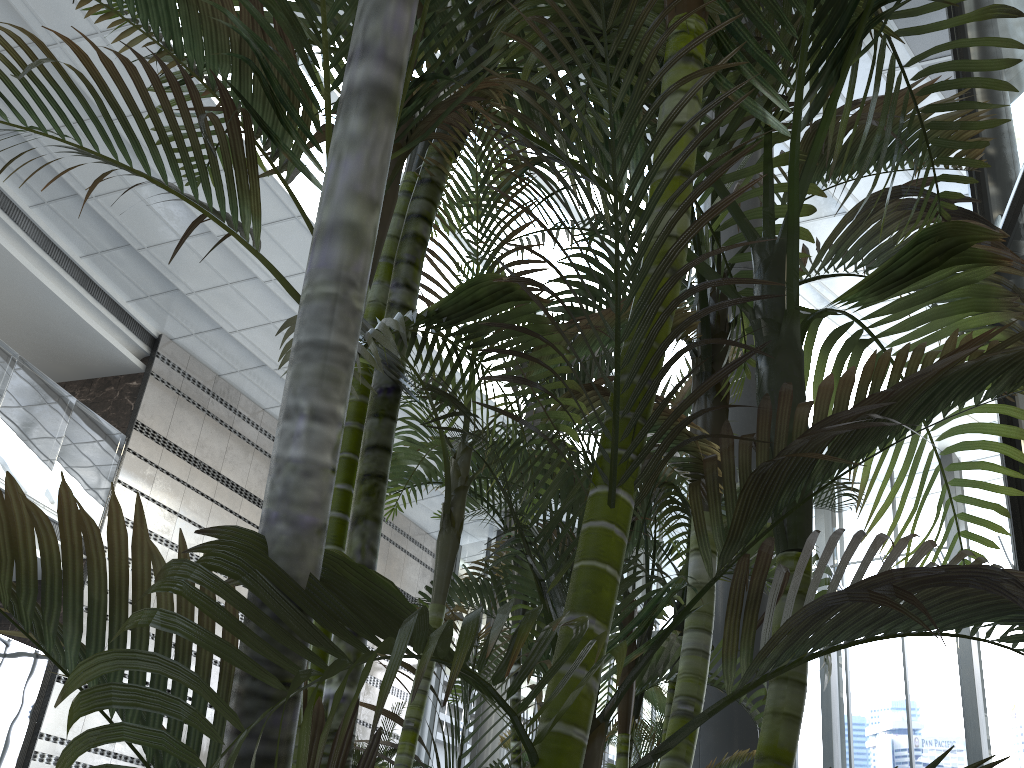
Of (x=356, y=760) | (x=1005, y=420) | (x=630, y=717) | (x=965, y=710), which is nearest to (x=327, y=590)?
(x=630, y=717)

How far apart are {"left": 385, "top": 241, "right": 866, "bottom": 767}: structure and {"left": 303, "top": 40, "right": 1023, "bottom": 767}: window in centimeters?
800cm

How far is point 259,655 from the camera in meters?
0.6

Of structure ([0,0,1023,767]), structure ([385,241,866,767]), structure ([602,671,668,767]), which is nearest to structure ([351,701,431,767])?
structure ([602,671,668,767])

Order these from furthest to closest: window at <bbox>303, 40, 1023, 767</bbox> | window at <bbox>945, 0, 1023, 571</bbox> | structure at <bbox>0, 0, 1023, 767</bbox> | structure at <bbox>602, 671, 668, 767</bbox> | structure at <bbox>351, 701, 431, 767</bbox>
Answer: structure at <bbox>351, 701, 431, 767</bbox>
window at <bbox>303, 40, 1023, 767</bbox>
structure at <bbox>602, 671, 668, 767</bbox>
window at <bbox>945, 0, 1023, 571</bbox>
structure at <bbox>0, 0, 1023, 767</bbox>

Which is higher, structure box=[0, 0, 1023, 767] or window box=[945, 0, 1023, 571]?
window box=[945, 0, 1023, 571]

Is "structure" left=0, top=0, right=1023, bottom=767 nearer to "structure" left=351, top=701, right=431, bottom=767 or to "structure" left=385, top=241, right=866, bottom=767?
"structure" left=385, top=241, right=866, bottom=767

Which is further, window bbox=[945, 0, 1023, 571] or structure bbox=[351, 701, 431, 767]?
structure bbox=[351, 701, 431, 767]

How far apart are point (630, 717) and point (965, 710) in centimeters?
962cm

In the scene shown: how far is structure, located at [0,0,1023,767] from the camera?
0.6m
